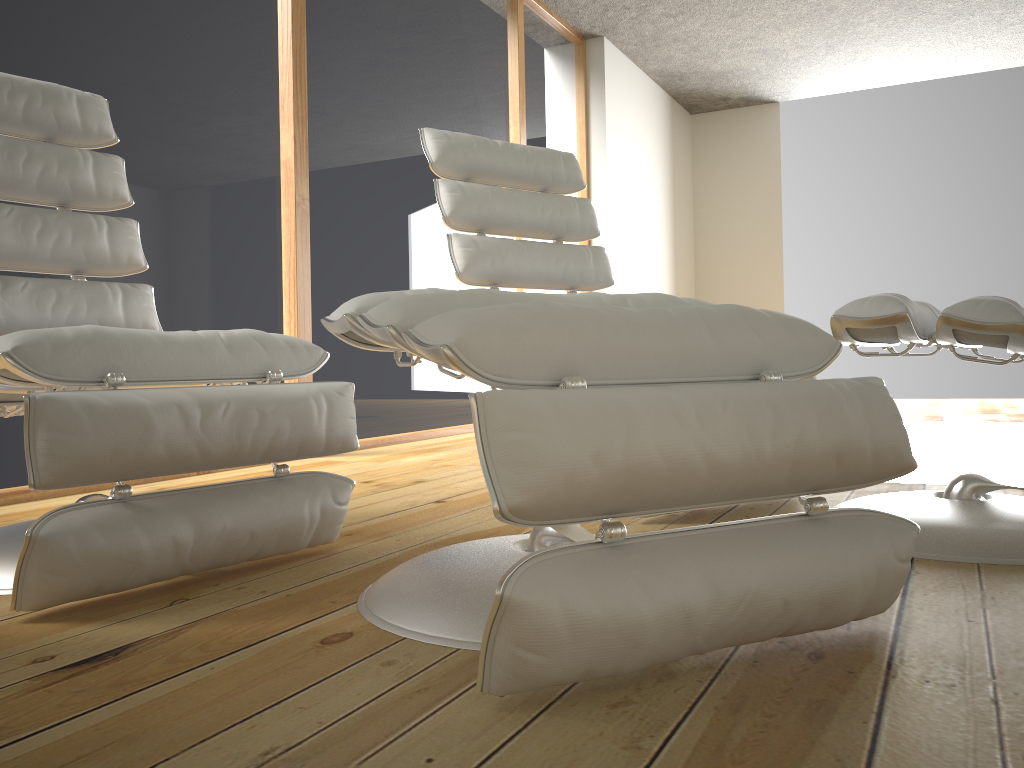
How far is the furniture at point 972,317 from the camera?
1.4m

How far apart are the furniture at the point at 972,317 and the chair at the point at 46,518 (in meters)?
0.84

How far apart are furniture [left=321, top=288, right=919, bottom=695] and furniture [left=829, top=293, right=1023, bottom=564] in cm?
34

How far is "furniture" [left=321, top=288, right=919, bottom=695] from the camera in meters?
0.8 m

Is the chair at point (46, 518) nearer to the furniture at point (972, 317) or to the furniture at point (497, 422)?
the furniture at point (497, 422)

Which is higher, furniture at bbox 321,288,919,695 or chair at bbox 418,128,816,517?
chair at bbox 418,128,816,517

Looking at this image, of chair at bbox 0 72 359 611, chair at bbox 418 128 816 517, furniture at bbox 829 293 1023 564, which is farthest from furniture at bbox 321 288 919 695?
chair at bbox 418 128 816 517

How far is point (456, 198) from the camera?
2.3m

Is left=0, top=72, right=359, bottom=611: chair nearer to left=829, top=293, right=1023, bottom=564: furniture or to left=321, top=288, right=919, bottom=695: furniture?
left=321, top=288, right=919, bottom=695: furniture

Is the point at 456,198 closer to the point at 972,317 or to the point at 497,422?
the point at 972,317
